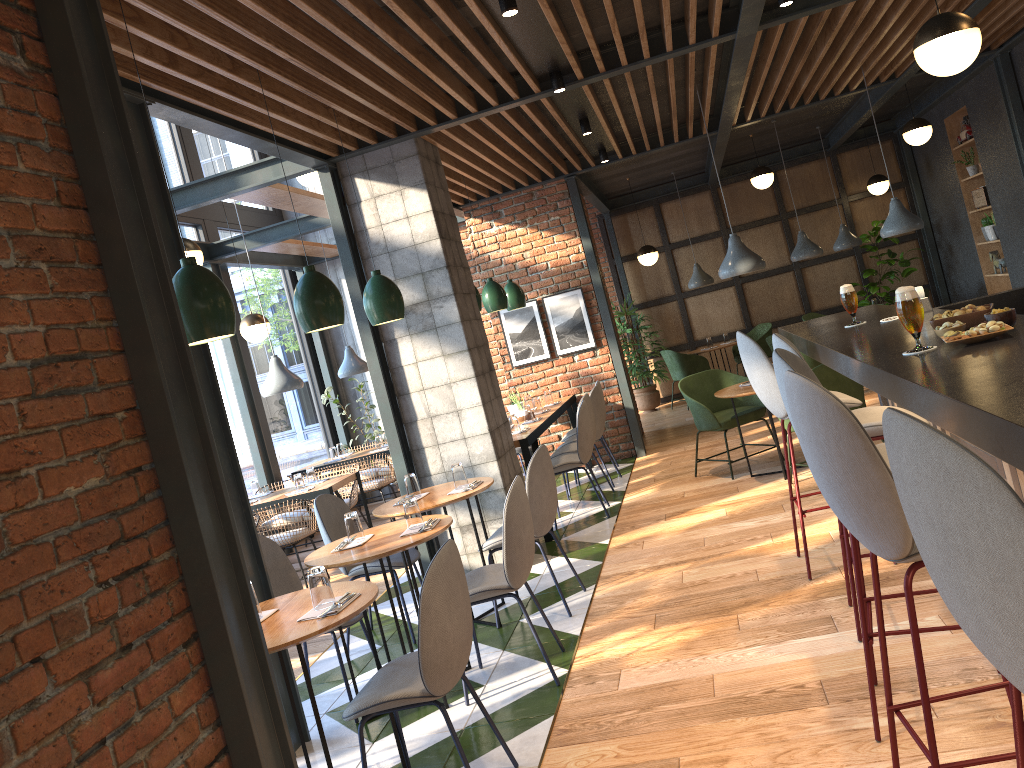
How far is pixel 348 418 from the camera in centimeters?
1023cm

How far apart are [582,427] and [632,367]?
5.5m

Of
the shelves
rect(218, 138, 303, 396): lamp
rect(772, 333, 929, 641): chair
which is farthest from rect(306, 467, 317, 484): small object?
the shelves

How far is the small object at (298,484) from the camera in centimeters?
723cm

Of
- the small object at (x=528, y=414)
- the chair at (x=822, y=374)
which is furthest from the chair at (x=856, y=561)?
the small object at (x=528, y=414)

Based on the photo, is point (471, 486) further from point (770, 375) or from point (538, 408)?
point (538, 408)

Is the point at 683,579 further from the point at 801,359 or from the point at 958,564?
the point at 958,564

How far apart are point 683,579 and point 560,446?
3.2 meters

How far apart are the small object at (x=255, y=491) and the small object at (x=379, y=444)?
1.7m

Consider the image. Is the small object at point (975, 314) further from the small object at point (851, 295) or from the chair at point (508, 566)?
the chair at point (508, 566)
